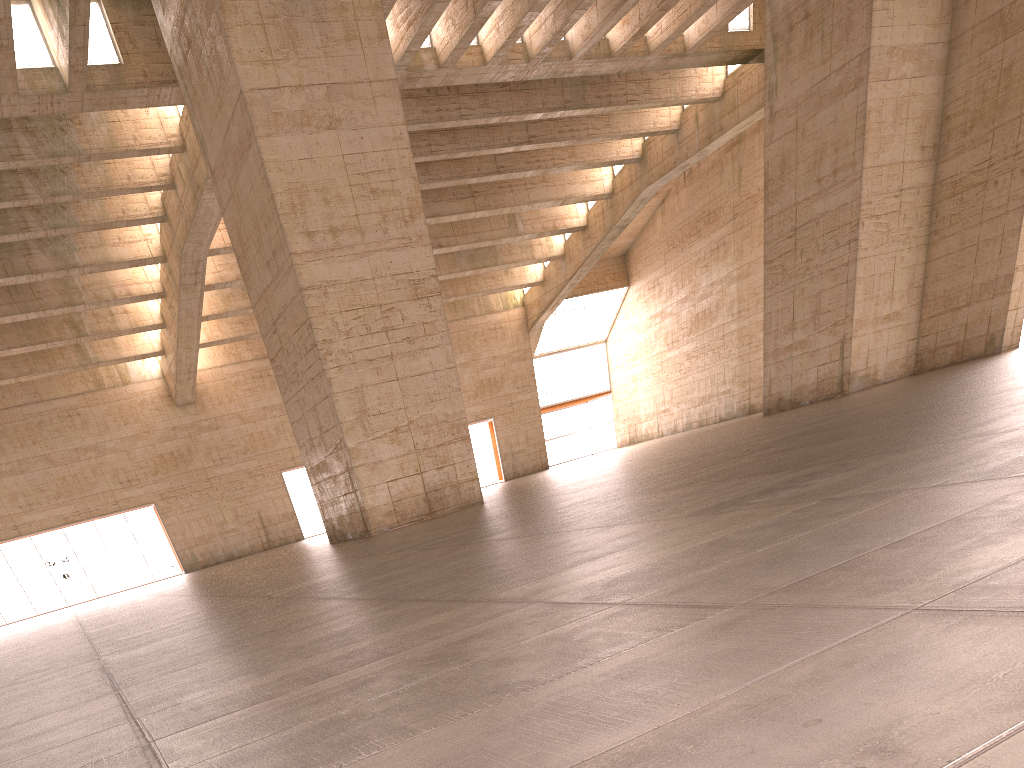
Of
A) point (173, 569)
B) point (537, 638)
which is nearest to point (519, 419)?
point (173, 569)
